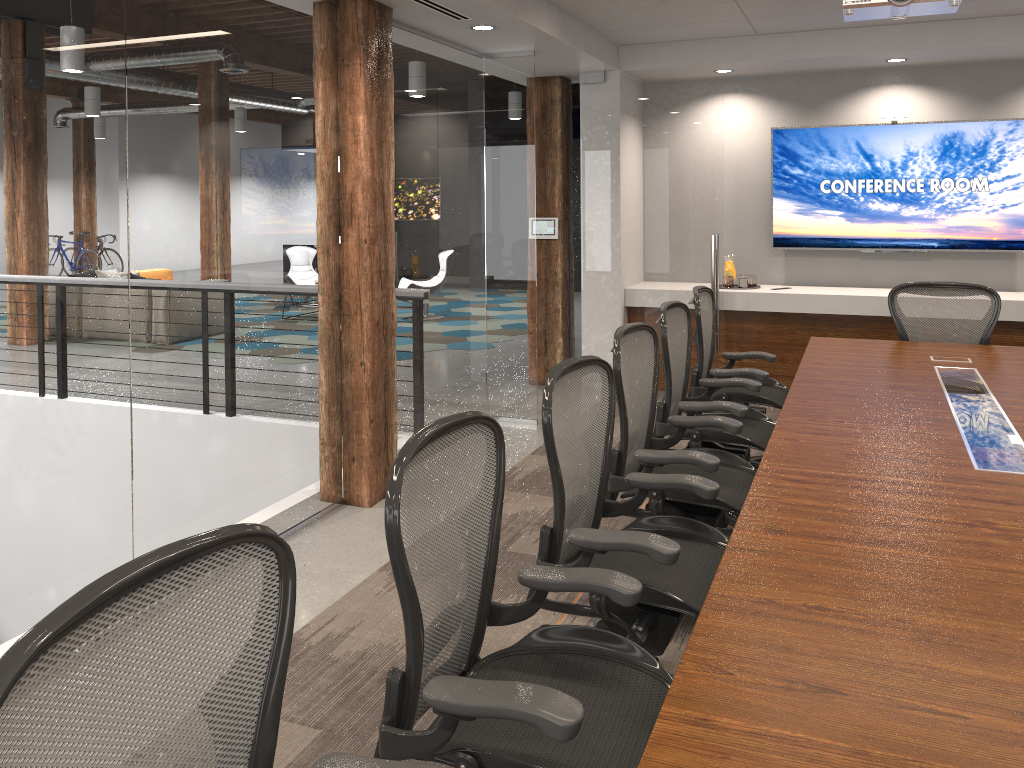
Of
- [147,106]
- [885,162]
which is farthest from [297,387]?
[885,162]

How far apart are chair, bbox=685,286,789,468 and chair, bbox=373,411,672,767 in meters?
2.6 m

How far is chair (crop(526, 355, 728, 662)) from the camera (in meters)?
2.43

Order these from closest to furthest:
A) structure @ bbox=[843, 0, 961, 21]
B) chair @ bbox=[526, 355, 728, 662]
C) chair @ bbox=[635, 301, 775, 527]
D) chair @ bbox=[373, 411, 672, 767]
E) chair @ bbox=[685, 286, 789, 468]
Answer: chair @ bbox=[373, 411, 672, 767] < chair @ bbox=[526, 355, 728, 662] < structure @ bbox=[843, 0, 961, 21] < chair @ bbox=[635, 301, 775, 527] < chair @ bbox=[685, 286, 789, 468]

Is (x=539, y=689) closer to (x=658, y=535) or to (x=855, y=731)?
(x=855, y=731)

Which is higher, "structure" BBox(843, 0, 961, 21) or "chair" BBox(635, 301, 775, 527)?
"structure" BBox(843, 0, 961, 21)

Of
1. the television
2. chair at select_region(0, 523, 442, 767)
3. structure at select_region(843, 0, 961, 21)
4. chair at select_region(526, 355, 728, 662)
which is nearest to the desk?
chair at select_region(526, 355, 728, 662)

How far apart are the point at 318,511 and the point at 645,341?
2.0m

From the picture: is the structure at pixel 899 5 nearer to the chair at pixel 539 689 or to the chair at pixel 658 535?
the chair at pixel 658 535

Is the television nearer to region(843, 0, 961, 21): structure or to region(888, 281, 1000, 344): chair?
region(888, 281, 1000, 344): chair
